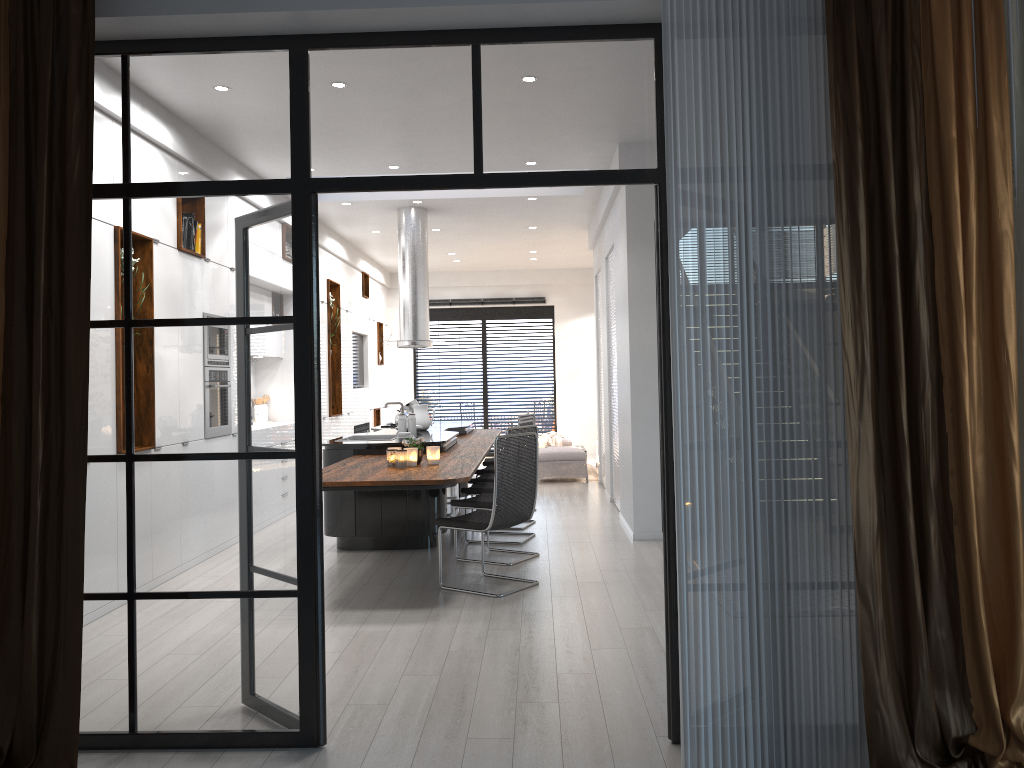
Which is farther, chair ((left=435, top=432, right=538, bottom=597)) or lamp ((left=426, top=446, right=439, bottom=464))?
lamp ((left=426, top=446, right=439, bottom=464))

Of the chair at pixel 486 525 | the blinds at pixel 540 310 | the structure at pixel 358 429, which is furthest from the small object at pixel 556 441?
the chair at pixel 486 525

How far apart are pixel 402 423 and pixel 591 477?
5.1m

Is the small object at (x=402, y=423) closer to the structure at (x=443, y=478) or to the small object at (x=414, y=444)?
the structure at (x=443, y=478)

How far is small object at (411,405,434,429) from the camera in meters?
8.8 m

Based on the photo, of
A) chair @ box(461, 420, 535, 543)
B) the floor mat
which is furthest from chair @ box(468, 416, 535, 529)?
the floor mat

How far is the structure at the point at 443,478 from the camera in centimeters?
527cm

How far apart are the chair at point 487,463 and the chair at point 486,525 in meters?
3.8

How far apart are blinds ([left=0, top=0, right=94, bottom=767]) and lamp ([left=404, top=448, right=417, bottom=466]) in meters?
3.1

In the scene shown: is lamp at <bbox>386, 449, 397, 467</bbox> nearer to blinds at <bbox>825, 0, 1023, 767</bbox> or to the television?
blinds at <bbox>825, 0, 1023, 767</bbox>
